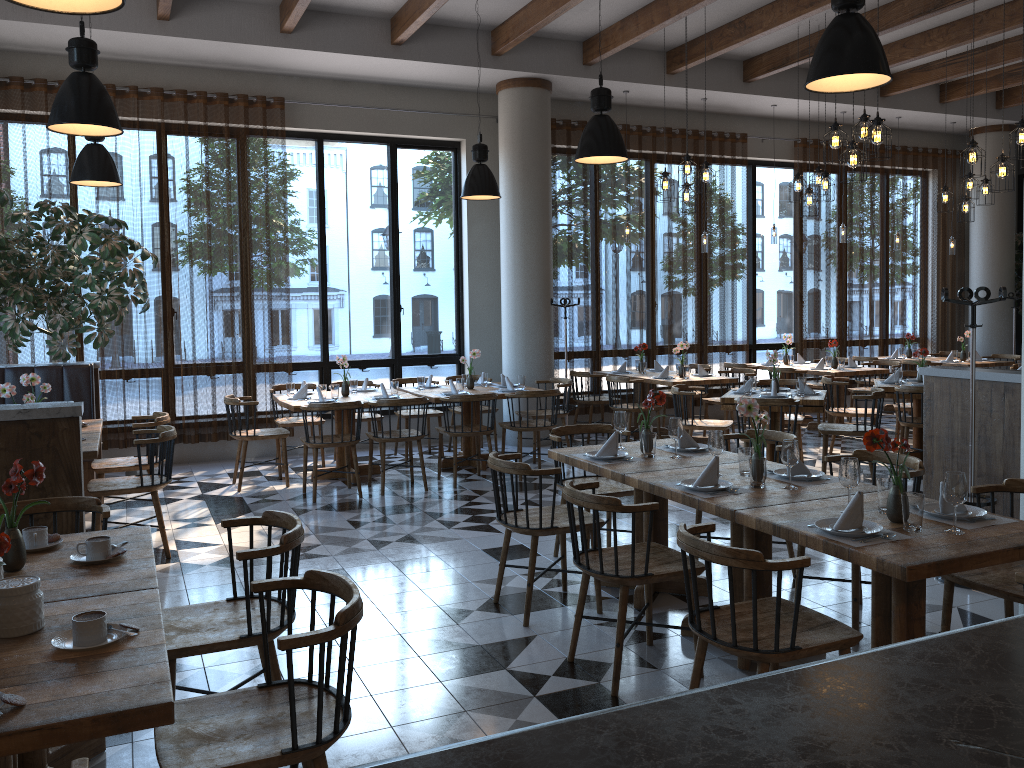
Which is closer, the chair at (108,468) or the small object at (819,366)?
the chair at (108,468)

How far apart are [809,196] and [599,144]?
3.90m

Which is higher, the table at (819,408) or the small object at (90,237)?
the small object at (90,237)

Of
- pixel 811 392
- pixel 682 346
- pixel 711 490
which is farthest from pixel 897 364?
pixel 711 490

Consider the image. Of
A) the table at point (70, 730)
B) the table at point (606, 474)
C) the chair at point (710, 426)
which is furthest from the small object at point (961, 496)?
the chair at point (710, 426)

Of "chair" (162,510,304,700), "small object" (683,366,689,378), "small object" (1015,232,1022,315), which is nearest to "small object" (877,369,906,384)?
"small object" (683,366,689,378)

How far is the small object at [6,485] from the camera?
2.8 meters

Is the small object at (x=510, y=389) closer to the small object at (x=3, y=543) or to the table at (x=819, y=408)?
the table at (x=819, y=408)

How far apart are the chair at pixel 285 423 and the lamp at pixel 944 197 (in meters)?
7.42

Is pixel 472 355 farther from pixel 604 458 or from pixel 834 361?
pixel 834 361
